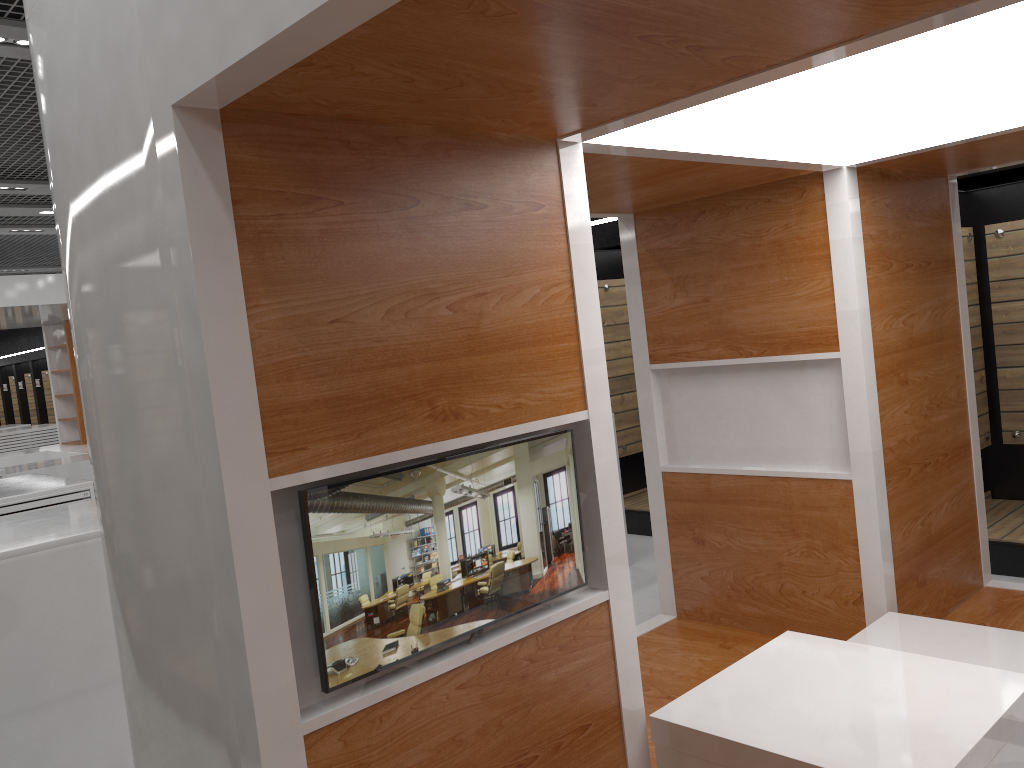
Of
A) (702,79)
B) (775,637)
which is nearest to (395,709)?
(702,79)

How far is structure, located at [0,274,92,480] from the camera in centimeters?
1091cm

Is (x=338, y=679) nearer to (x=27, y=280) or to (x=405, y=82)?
(x=405, y=82)

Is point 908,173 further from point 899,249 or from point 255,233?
point 255,233

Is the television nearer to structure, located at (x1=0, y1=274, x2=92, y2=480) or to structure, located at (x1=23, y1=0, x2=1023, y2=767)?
structure, located at (x1=23, y1=0, x2=1023, y2=767)

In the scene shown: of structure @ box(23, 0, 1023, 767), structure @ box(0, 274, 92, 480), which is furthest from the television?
structure @ box(0, 274, 92, 480)

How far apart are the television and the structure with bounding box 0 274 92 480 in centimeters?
1025cm

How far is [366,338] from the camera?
2.16m

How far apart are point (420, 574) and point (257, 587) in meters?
0.4 m

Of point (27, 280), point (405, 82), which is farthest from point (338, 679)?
point (27, 280)
